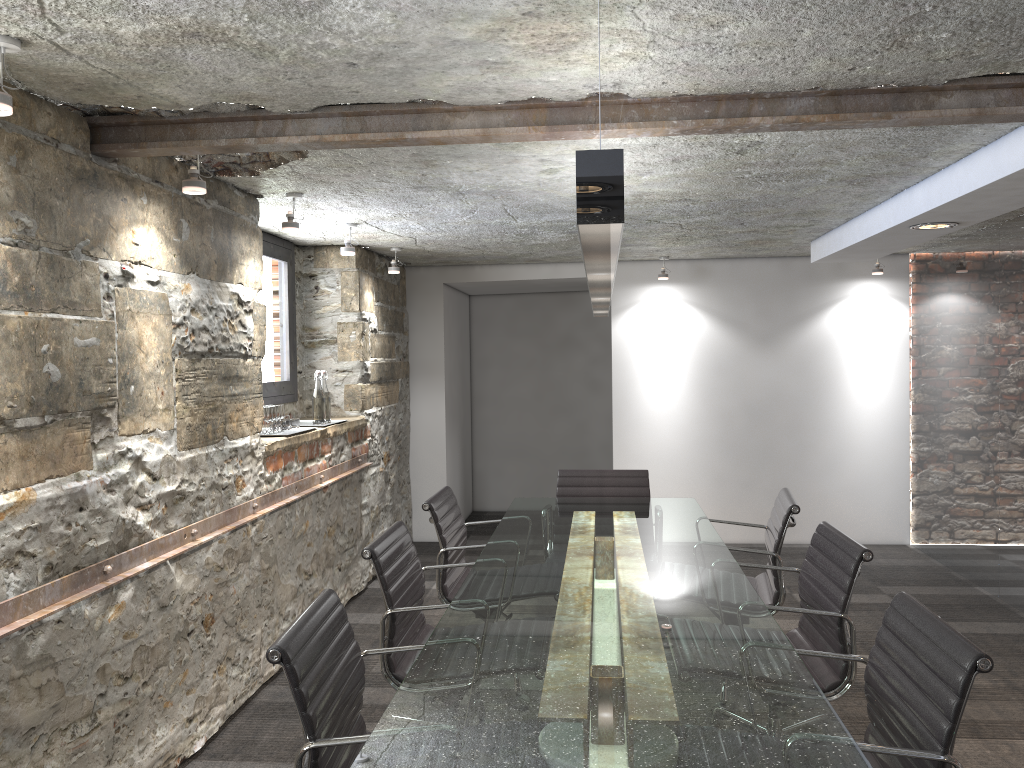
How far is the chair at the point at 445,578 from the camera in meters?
3.7

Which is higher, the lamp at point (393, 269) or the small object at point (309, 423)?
the lamp at point (393, 269)

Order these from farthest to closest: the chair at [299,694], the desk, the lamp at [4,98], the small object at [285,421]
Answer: the small object at [285,421], the lamp at [4,98], the chair at [299,694], the desk

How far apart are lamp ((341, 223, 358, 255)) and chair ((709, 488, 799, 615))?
2.5 meters

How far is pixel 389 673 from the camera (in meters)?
2.77

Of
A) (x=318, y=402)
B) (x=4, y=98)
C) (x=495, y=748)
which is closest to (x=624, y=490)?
(x=318, y=402)

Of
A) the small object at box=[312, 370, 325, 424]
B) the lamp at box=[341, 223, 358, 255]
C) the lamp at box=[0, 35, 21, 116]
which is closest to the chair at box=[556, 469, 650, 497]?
the small object at box=[312, 370, 325, 424]

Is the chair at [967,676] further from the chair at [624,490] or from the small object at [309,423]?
the small object at [309,423]

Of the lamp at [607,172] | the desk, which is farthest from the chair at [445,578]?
the lamp at [607,172]

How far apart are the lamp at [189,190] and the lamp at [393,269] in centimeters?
275cm
